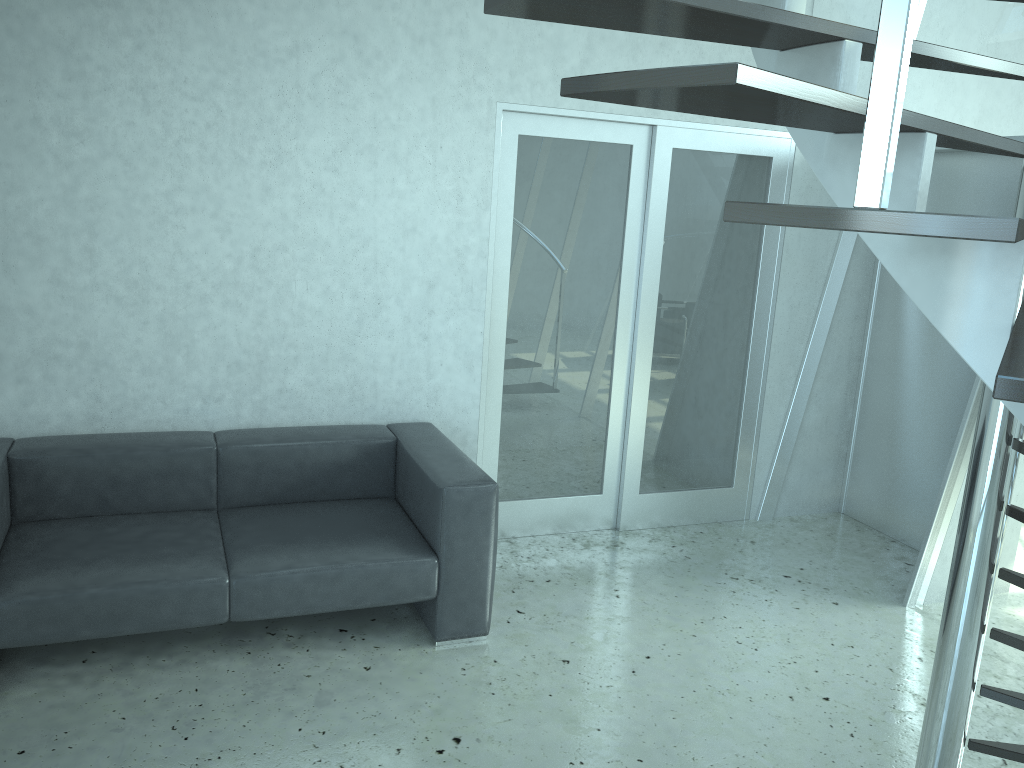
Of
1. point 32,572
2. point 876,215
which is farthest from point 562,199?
point 876,215

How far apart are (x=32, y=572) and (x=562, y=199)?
2.73m

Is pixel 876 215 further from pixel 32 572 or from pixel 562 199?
pixel 562 199

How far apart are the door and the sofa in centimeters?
40cm

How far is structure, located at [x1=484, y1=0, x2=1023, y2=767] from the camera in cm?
94

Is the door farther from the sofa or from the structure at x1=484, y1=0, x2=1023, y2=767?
the structure at x1=484, y1=0, x2=1023, y2=767

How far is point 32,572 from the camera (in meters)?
2.98

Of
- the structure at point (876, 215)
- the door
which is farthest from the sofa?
the structure at point (876, 215)

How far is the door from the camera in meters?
4.3

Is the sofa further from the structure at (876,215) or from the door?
the structure at (876,215)
